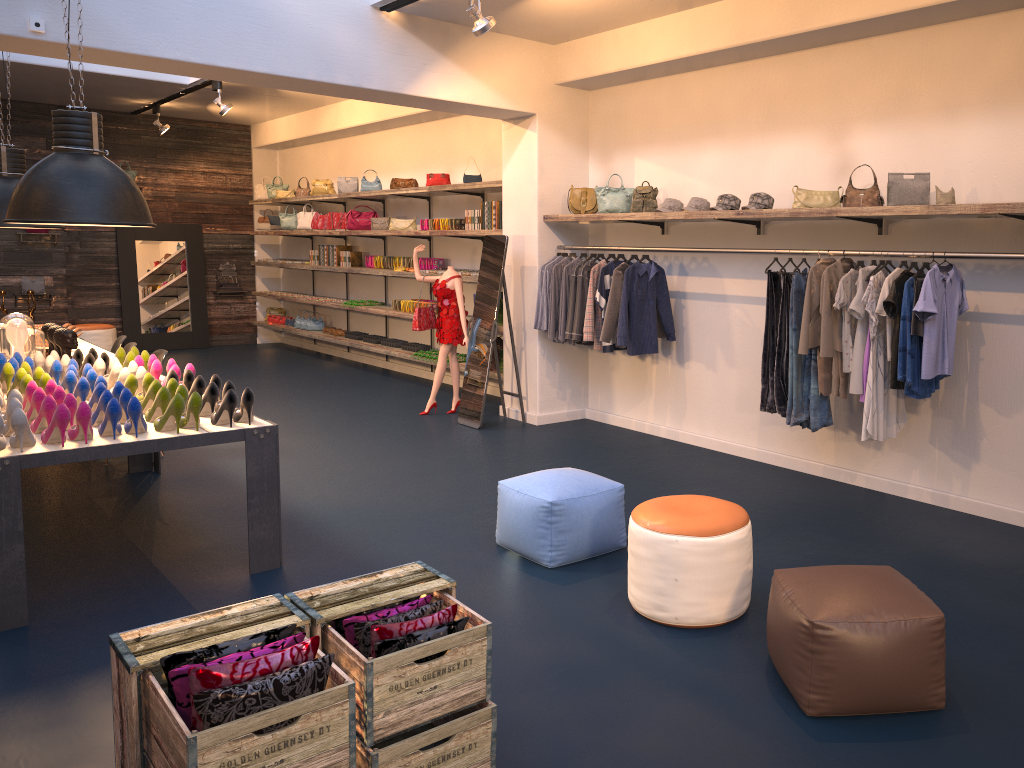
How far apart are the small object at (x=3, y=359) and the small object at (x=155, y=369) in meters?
1.1

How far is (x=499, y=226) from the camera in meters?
8.8

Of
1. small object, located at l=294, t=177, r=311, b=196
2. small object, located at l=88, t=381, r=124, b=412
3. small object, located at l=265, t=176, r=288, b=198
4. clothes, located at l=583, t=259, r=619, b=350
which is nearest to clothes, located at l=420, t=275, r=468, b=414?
clothes, located at l=583, t=259, r=619, b=350

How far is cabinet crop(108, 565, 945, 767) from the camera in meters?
2.3

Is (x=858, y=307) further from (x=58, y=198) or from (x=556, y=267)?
(x=58, y=198)

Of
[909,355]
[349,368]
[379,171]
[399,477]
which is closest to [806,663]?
[909,355]

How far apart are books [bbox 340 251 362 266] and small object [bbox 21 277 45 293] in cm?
465

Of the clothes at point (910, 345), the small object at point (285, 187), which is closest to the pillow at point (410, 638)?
the clothes at point (910, 345)

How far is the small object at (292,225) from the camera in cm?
1335

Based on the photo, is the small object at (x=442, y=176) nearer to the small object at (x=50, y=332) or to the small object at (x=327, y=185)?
the small object at (x=327, y=185)
